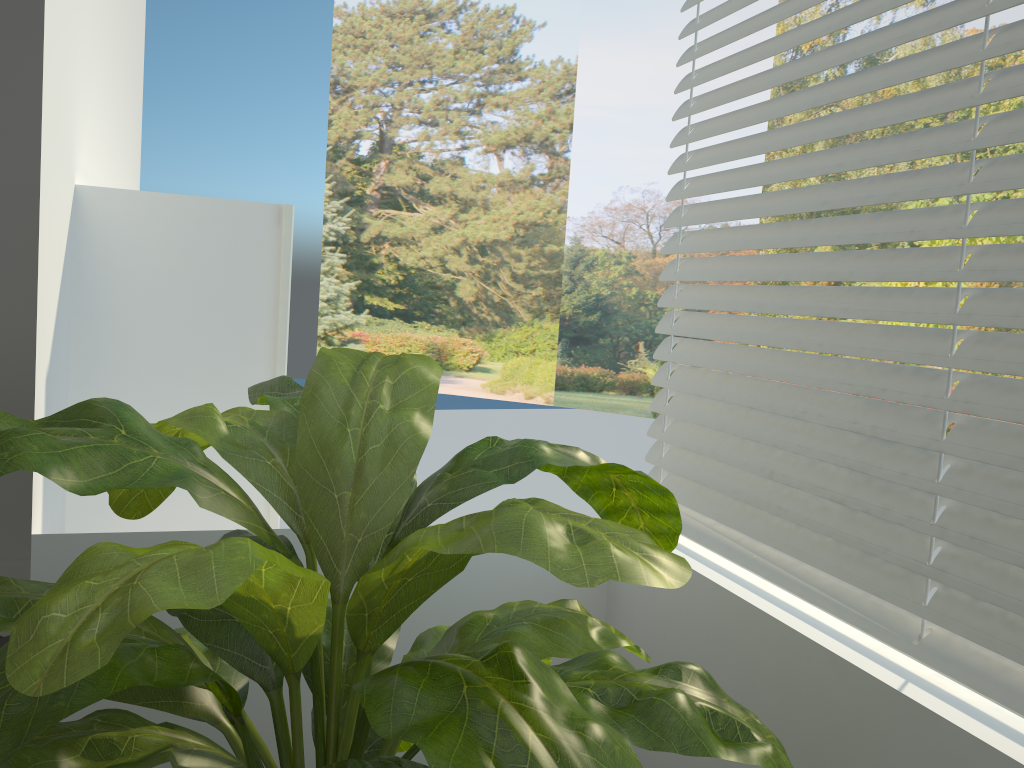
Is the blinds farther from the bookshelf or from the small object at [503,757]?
the bookshelf

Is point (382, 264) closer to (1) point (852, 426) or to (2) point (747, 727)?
(1) point (852, 426)

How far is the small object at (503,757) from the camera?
0.75m

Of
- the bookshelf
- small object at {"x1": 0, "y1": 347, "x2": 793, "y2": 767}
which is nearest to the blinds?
small object at {"x1": 0, "y1": 347, "x2": 793, "y2": 767}

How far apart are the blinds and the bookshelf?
0.9m

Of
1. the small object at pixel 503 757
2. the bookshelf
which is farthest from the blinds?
the bookshelf

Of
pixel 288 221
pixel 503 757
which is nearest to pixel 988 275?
pixel 503 757

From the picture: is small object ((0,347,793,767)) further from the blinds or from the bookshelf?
the bookshelf

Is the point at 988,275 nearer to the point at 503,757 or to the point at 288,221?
the point at 503,757

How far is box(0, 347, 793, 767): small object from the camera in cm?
75
